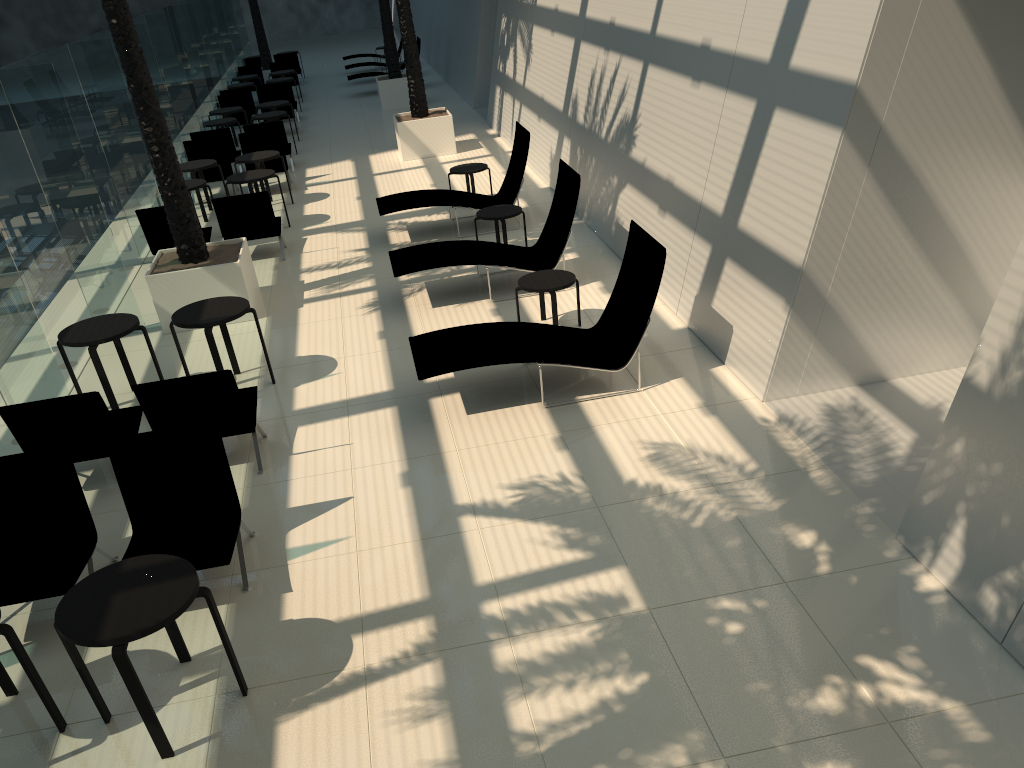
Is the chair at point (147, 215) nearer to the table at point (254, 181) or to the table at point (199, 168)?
the table at point (254, 181)

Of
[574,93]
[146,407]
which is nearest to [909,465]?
[146,407]

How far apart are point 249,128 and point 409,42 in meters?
3.4

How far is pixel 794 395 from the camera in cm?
702

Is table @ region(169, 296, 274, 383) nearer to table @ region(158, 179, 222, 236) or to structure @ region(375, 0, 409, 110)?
table @ region(158, 179, 222, 236)

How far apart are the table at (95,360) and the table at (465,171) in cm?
630

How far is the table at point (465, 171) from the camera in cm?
1307

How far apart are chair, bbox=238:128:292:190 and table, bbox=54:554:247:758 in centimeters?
1240cm

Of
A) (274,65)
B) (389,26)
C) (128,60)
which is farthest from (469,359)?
(274,65)

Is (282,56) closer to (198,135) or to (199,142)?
(198,135)
